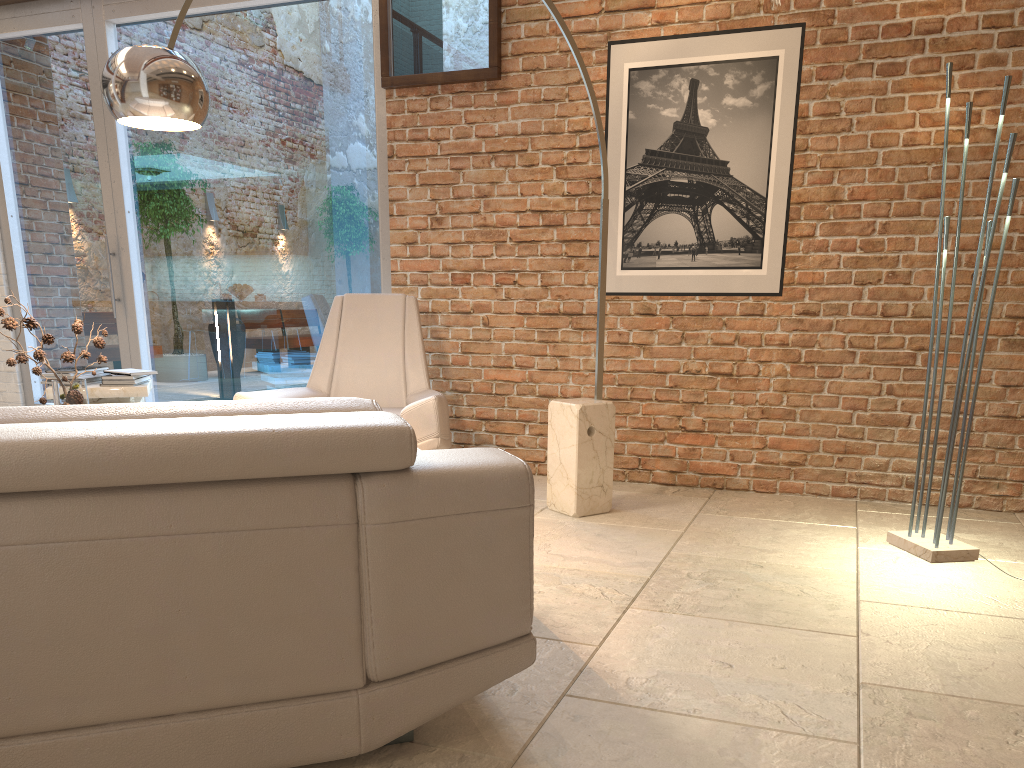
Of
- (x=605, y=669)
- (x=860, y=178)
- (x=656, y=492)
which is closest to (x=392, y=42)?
(x=860, y=178)

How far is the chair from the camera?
4.0m

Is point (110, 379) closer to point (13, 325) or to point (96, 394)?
point (96, 394)

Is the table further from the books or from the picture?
the picture

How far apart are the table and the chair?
0.87m

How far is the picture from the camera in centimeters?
432cm

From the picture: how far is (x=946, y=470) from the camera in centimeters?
327cm

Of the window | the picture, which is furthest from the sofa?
the window

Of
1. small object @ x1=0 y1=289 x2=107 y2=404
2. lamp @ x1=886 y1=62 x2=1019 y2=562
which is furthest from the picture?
small object @ x1=0 y1=289 x2=107 y2=404

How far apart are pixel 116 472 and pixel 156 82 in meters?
1.7 m
